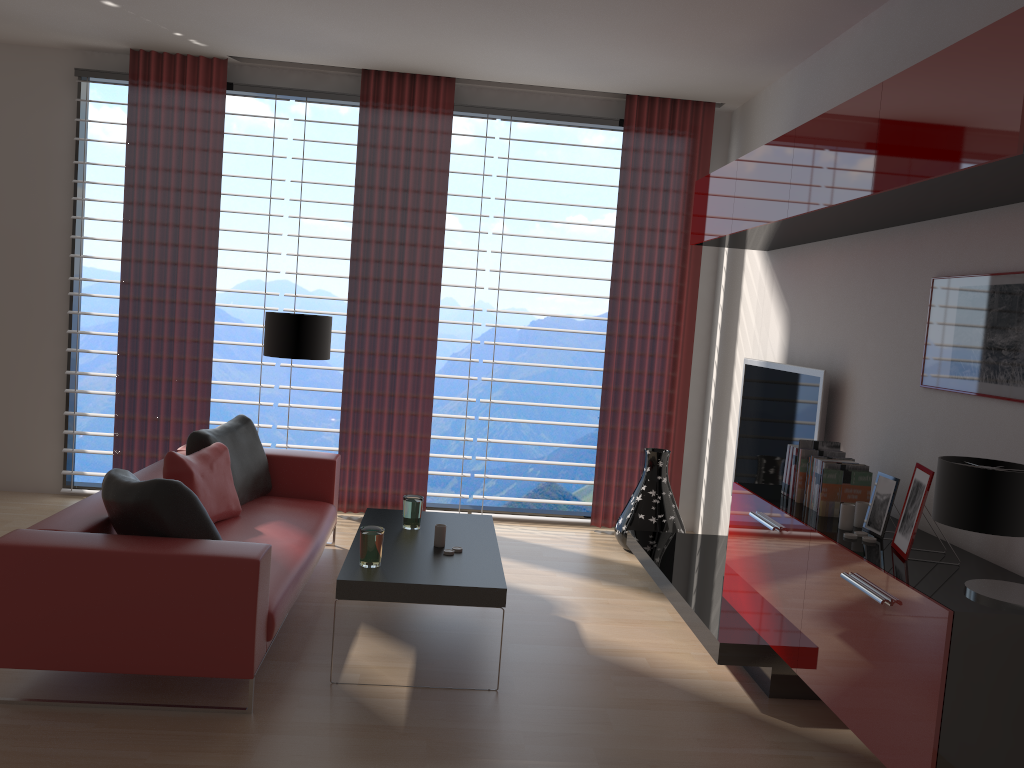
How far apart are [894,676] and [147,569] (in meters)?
3.40

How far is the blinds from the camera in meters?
8.3

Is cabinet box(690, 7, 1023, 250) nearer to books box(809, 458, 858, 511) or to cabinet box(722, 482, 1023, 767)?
books box(809, 458, 858, 511)

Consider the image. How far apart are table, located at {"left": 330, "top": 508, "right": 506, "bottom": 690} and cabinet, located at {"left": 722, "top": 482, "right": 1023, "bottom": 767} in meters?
1.5

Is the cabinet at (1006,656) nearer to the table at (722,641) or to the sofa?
the table at (722,641)

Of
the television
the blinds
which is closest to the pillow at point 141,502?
the blinds

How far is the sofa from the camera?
4.2m

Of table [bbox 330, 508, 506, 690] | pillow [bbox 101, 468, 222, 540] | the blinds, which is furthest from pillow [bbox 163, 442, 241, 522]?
the blinds

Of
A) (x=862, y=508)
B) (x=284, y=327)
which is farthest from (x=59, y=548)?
(x=862, y=508)

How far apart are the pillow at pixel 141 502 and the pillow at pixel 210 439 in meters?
1.4 m
